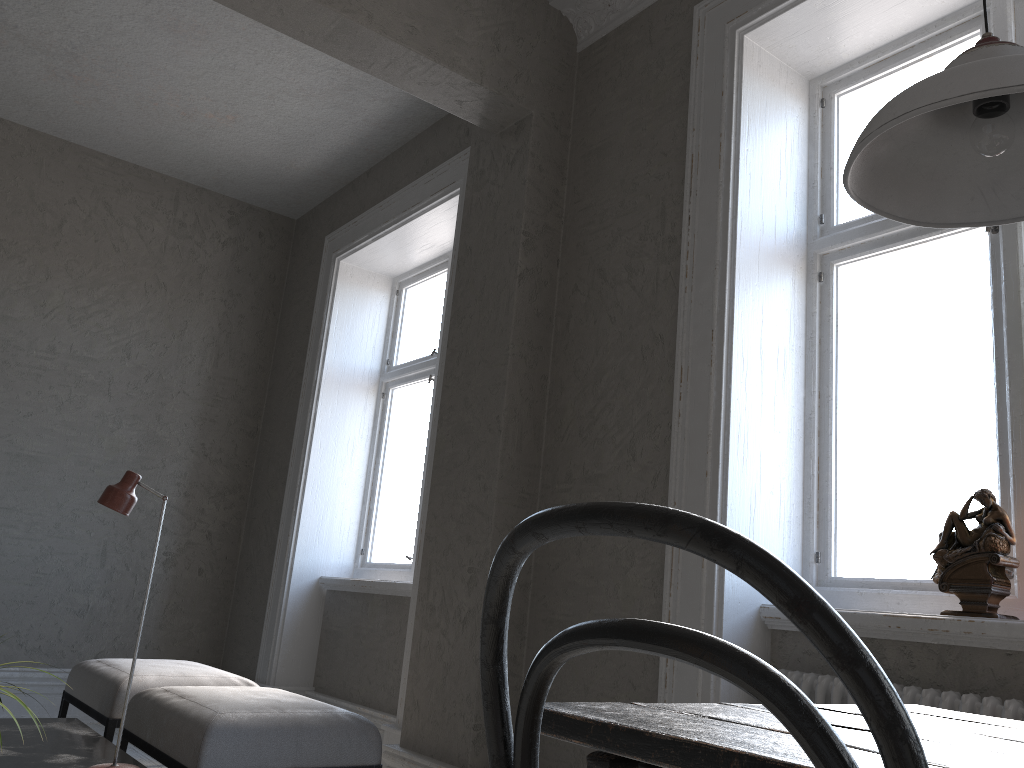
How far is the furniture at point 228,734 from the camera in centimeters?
256cm

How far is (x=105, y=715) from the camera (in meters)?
3.30

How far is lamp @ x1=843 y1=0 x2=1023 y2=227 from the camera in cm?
103

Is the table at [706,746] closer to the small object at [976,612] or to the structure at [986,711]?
the structure at [986,711]

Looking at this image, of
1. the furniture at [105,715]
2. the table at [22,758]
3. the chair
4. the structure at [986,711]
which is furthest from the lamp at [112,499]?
the chair

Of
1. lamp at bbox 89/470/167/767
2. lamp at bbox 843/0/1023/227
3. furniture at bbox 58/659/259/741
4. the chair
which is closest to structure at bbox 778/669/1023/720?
lamp at bbox 843/0/1023/227

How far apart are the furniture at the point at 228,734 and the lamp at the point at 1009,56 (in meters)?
2.24

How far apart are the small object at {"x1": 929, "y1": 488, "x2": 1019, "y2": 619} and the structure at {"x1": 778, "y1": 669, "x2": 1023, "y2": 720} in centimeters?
19cm

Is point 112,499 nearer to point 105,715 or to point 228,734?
point 228,734

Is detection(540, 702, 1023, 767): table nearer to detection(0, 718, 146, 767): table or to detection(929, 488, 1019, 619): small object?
detection(929, 488, 1019, 619): small object
